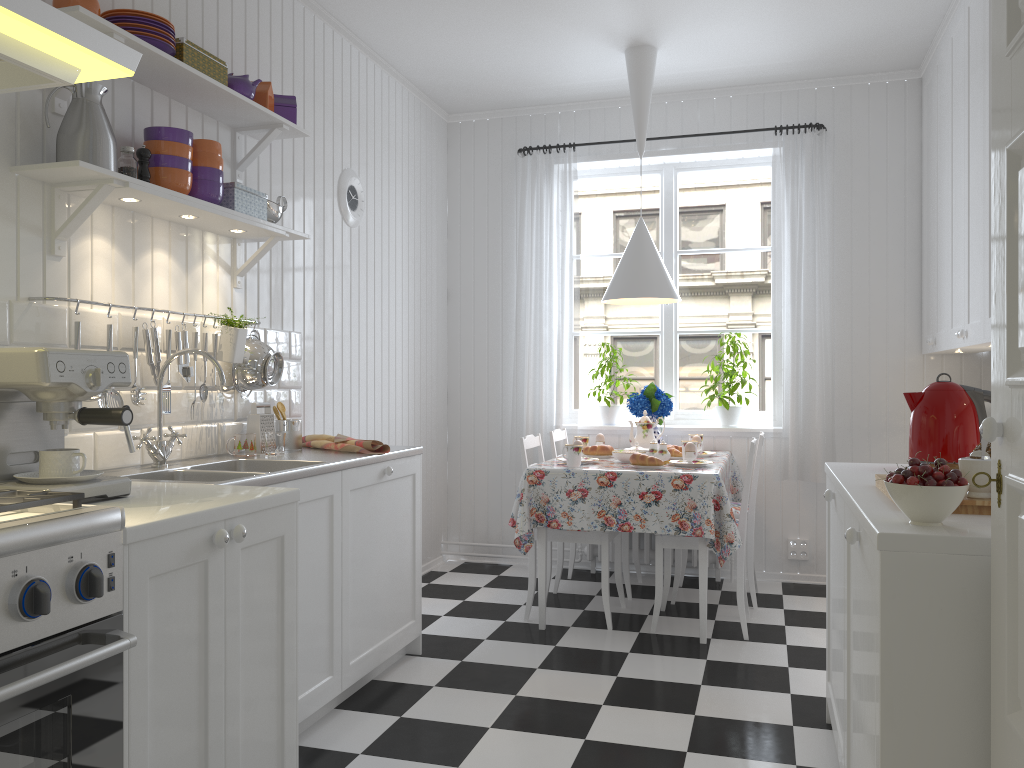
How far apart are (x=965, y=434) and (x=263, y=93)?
2.5m

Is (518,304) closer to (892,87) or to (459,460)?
(459,460)

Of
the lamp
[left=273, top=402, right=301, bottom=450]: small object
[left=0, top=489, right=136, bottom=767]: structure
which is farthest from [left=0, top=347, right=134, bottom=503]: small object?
the lamp

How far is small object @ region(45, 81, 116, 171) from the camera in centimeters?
227cm

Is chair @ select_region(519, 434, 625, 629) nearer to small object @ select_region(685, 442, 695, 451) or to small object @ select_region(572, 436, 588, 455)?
A: small object @ select_region(572, 436, 588, 455)

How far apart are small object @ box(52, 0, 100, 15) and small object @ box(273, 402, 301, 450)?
1.48m

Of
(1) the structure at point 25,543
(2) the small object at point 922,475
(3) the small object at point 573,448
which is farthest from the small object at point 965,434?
(1) the structure at point 25,543

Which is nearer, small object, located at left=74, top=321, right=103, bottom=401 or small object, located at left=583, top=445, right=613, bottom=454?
small object, located at left=74, top=321, right=103, bottom=401

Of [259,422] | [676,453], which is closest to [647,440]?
[676,453]

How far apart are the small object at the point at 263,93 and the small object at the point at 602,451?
2.2 meters
